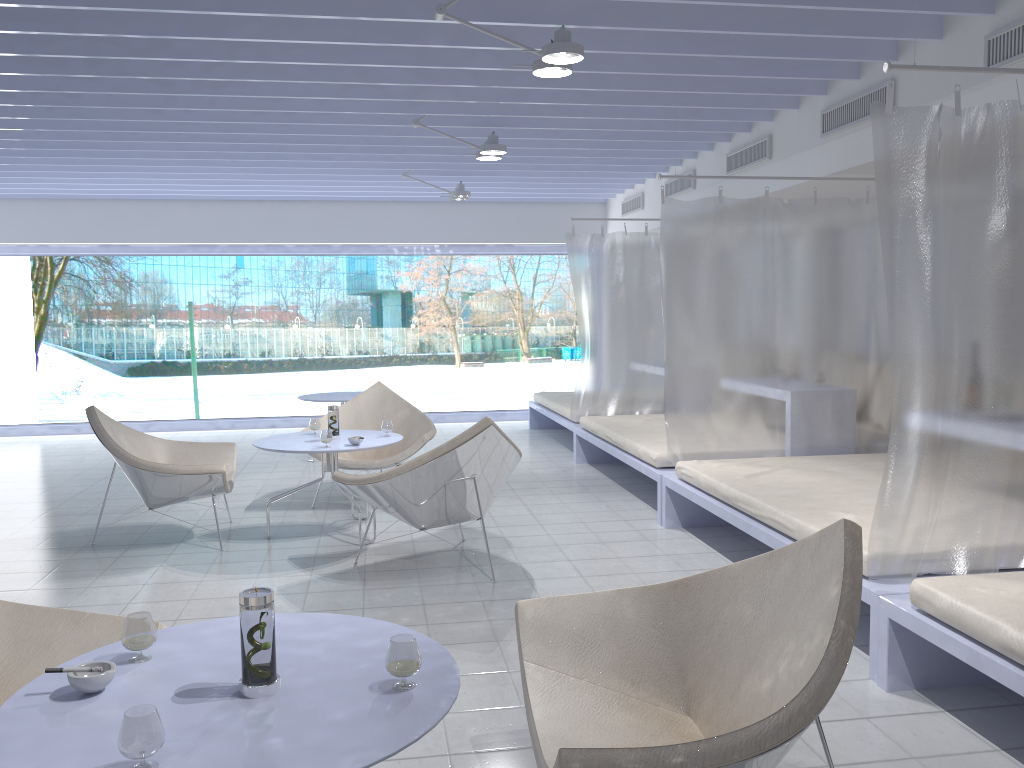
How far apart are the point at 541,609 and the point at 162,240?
8.2 meters

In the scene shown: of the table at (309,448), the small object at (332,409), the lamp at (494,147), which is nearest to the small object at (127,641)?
the table at (309,448)

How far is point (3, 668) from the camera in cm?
216

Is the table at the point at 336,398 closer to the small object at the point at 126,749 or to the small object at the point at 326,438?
the small object at the point at 326,438

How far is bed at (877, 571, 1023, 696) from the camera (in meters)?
2.33

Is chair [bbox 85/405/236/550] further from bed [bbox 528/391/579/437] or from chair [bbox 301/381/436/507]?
bed [bbox 528/391/579/437]

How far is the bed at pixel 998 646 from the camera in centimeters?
233cm

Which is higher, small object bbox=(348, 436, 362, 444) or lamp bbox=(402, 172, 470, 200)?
lamp bbox=(402, 172, 470, 200)

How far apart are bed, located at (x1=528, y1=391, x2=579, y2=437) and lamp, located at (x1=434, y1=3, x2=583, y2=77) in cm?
388

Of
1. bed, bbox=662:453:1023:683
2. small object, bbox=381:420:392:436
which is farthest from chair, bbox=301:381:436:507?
bed, bbox=662:453:1023:683
